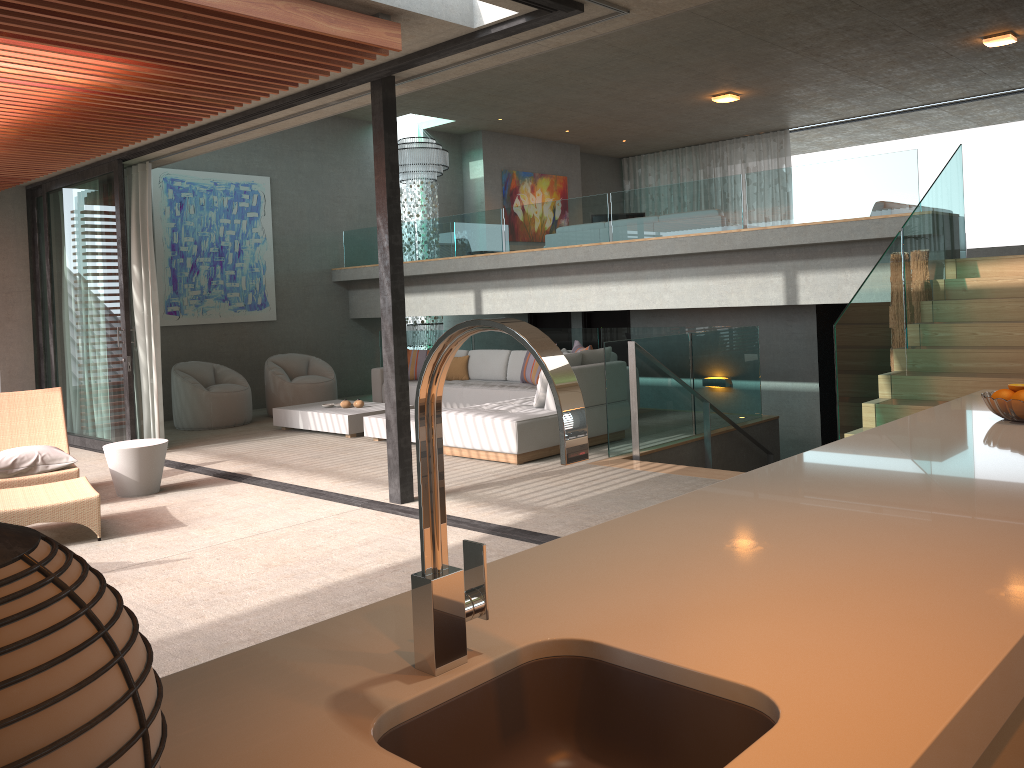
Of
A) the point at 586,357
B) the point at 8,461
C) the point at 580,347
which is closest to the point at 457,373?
the point at 580,347

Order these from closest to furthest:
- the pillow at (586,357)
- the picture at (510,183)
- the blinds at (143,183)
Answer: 1. the pillow at (586,357)
2. the blinds at (143,183)
3. the picture at (510,183)

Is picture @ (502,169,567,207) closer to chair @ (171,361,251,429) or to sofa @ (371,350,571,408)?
sofa @ (371,350,571,408)

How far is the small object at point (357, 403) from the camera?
9.82m

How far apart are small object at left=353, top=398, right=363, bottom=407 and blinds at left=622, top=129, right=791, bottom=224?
10.0 meters

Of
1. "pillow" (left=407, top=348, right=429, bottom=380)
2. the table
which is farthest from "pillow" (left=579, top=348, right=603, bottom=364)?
the table

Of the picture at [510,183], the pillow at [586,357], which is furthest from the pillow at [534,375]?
the picture at [510,183]

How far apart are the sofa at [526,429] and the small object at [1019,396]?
4.8 meters

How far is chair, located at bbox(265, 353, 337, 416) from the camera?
11.2 meters

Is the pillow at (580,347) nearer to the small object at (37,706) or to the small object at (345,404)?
the small object at (345,404)
